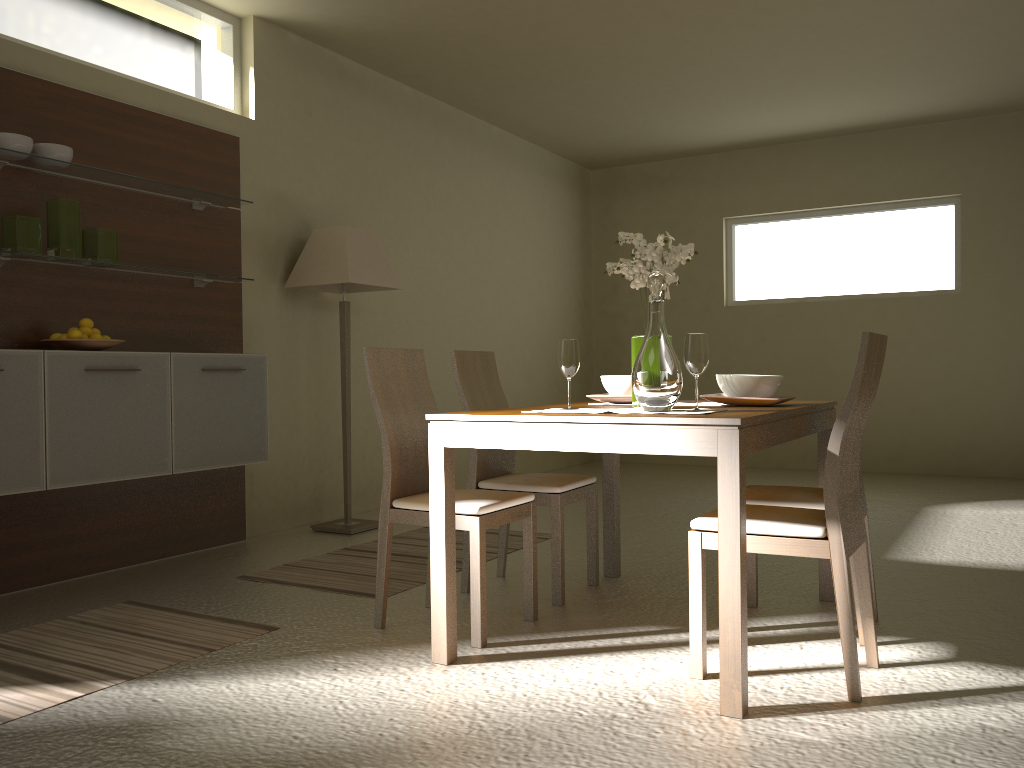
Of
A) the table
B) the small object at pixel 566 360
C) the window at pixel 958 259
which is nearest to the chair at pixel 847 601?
the table

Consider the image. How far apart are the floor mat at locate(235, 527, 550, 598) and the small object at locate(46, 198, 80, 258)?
1.6 meters

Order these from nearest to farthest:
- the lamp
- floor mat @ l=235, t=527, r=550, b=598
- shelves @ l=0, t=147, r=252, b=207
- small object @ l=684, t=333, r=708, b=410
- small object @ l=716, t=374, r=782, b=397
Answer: small object @ l=684, t=333, r=708, b=410 < small object @ l=716, t=374, r=782, b=397 < shelves @ l=0, t=147, r=252, b=207 < floor mat @ l=235, t=527, r=550, b=598 < the lamp

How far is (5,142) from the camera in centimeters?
359cm

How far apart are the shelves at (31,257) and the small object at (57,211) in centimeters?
3cm

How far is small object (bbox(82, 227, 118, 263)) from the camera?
4.0m

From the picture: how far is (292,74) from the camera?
5.4 meters

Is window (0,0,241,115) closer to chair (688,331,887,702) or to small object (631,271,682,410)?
small object (631,271,682,410)

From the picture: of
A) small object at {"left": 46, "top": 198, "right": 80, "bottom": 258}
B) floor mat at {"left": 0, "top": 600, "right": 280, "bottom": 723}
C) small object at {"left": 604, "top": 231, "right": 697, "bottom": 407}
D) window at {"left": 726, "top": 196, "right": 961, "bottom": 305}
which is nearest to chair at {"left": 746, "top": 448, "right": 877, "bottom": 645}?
small object at {"left": 604, "top": 231, "right": 697, "bottom": 407}

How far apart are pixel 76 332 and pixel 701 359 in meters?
2.7 m
